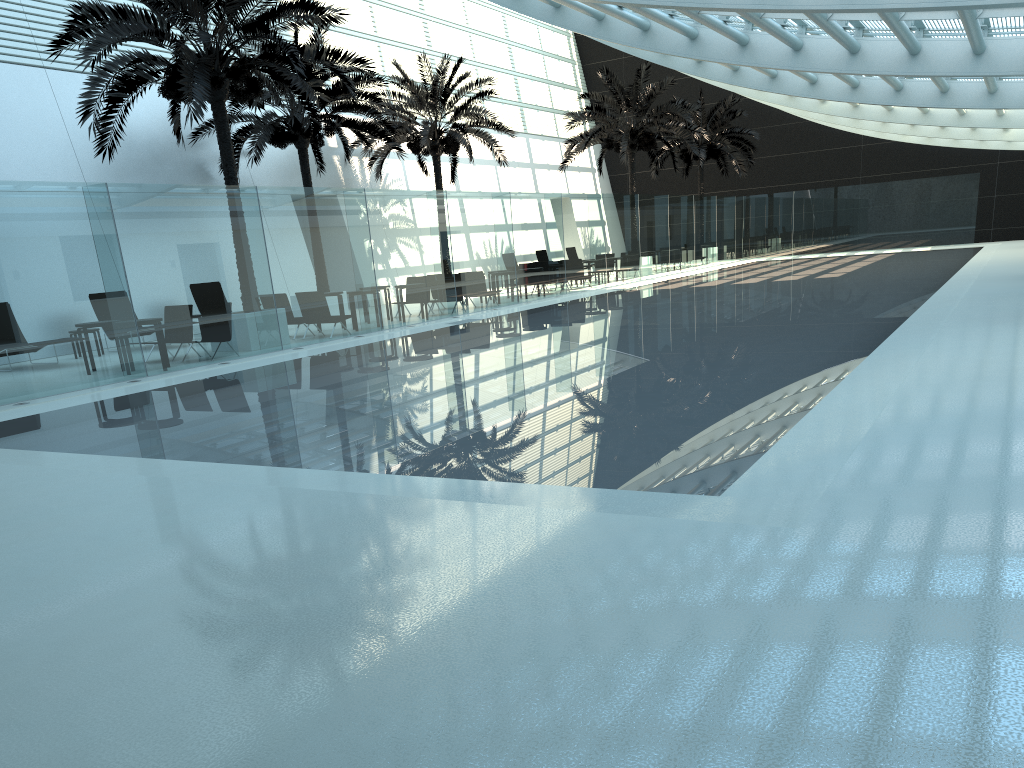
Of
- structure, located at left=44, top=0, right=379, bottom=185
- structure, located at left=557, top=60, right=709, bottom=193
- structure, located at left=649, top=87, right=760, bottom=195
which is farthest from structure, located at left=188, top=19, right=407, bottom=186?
structure, located at left=649, top=87, right=760, bottom=195

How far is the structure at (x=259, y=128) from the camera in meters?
20.7

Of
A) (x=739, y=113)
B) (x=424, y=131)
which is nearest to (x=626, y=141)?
(x=424, y=131)

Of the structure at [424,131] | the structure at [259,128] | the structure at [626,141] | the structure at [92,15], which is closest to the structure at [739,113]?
the structure at [626,141]

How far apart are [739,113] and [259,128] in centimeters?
2349cm

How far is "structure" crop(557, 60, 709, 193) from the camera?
30.5m

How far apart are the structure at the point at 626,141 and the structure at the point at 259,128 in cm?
909

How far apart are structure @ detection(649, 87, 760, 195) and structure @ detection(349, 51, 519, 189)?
11.8m

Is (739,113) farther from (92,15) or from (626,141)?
(92,15)

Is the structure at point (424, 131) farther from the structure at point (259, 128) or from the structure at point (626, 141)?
the structure at point (626, 141)
